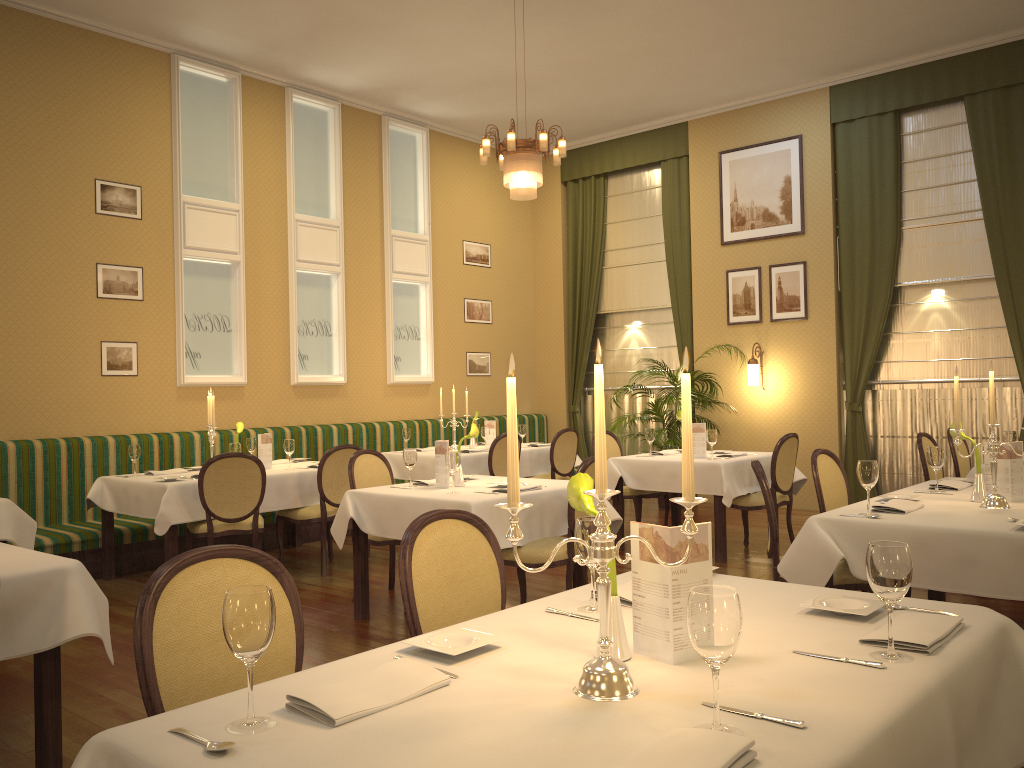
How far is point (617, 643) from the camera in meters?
1.8

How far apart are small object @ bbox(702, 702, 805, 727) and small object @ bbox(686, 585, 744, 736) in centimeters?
9cm

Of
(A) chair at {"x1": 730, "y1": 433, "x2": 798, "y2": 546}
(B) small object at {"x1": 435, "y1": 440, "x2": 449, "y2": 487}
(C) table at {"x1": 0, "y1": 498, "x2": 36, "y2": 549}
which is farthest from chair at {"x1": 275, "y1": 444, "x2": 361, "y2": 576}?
(A) chair at {"x1": 730, "y1": 433, "x2": 798, "y2": 546}

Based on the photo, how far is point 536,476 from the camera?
8.7m

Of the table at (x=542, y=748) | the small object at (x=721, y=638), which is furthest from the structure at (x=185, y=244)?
the small object at (x=721, y=638)

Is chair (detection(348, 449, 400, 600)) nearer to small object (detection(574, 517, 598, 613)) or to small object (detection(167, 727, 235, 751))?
small object (detection(574, 517, 598, 613))

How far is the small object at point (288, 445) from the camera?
6.8m

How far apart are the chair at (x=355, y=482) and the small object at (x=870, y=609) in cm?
357

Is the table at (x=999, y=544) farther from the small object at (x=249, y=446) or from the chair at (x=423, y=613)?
the small object at (x=249, y=446)

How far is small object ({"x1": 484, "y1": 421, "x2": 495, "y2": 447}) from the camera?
8.9 meters
